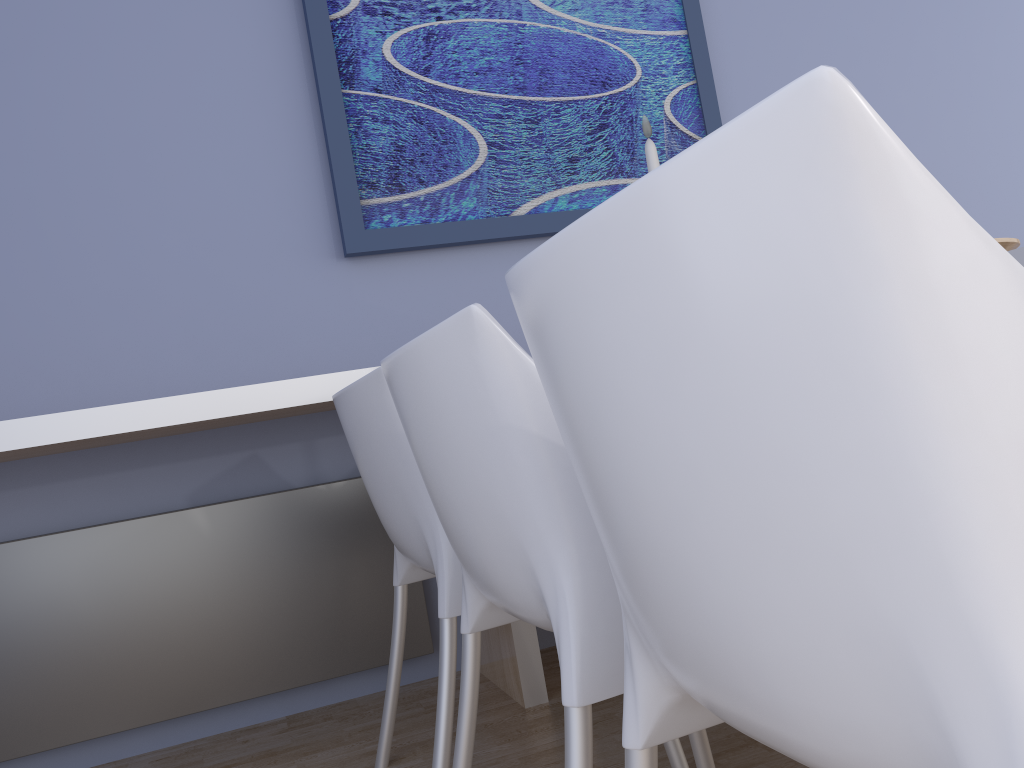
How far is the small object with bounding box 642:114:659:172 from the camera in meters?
1.3 m

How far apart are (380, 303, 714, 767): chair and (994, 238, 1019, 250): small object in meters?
0.8 m

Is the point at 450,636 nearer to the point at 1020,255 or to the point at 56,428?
the point at 56,428

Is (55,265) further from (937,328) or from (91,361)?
(937,328)

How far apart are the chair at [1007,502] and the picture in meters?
1.8

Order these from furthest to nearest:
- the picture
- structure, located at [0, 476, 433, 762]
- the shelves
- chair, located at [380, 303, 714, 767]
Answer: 1. the picture
2. structure, located at [0, 476, 433, 762]
3. the shelves
4. chair, located at [380, 303, 714, 767]

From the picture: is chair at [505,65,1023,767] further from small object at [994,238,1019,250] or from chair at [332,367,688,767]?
small object at [994,238,1019,250]

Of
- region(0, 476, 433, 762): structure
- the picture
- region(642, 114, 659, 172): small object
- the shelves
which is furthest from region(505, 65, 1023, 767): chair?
the picture

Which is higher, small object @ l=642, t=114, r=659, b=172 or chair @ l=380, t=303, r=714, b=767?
small object @ l=642, t=114, r=659, b=172

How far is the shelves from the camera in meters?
1.8
